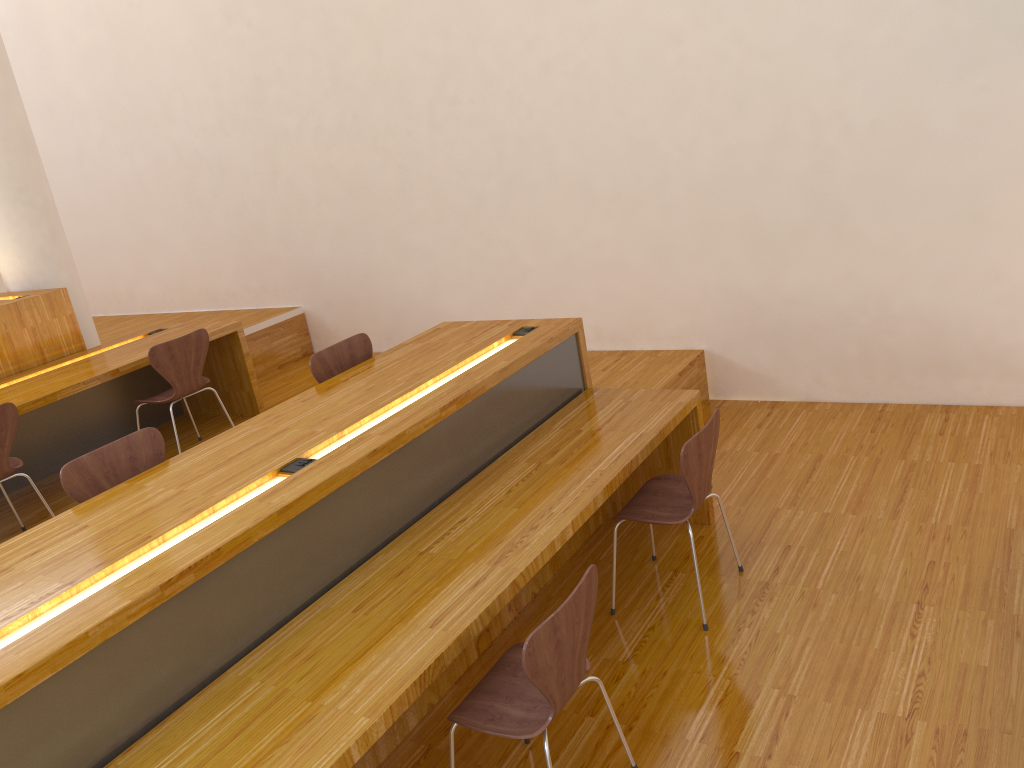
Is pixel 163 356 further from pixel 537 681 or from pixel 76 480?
pixel 537 681

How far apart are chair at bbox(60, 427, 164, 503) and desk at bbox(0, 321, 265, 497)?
1.53m

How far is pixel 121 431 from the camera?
5.46m

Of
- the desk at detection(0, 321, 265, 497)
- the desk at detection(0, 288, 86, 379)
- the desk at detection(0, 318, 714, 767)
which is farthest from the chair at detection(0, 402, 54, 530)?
the desk at detection(0, 318, 714, 767)

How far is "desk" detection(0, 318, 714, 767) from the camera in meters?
2.0 m

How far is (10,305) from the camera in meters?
4.9

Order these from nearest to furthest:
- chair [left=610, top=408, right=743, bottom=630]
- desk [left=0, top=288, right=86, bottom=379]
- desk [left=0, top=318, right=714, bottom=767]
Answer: desk [left=0, top=318, right=714, bottom=767] < chair [left=610, top=408, right=743, bottom=630] < desk [left=0, top=288, right=86, bottom=379]

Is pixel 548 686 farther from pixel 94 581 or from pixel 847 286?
pixel 847 286

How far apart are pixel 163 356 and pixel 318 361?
1.3m

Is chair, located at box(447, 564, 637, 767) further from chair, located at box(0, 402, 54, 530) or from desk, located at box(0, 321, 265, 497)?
desk, located at box(0, 321, 265, 497)
